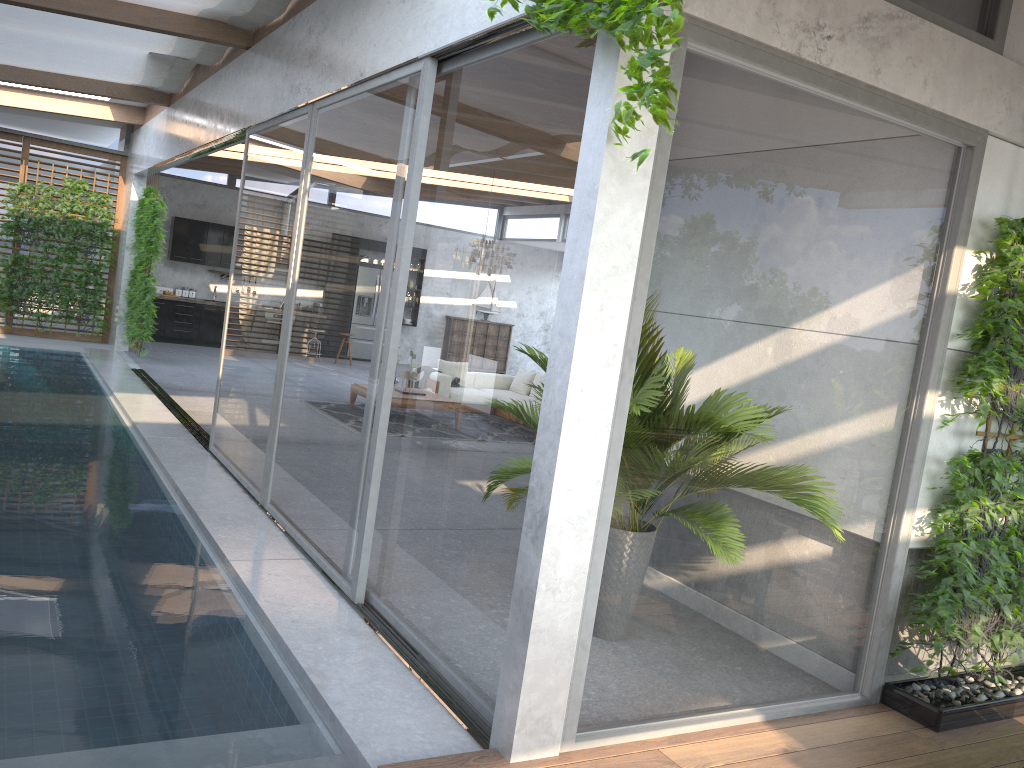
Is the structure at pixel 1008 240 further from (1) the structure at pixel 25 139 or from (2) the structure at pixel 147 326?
(1) the structure at pixel 25 139

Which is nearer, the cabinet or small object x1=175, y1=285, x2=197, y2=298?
the cabinet

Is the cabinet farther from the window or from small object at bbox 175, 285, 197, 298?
the window

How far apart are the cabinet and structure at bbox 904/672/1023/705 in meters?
14.7

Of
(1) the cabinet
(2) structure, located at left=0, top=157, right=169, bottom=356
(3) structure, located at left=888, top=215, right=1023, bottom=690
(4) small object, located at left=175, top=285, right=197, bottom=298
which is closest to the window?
(3) structure, located at left=888, top=215, right=1023, bottom=690

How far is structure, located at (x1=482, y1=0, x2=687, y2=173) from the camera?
2.4 meters

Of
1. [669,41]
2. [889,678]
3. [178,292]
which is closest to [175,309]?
[178,292]

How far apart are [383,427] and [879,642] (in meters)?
2.56

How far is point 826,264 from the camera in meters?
3.6 m

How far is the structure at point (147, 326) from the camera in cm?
1269
